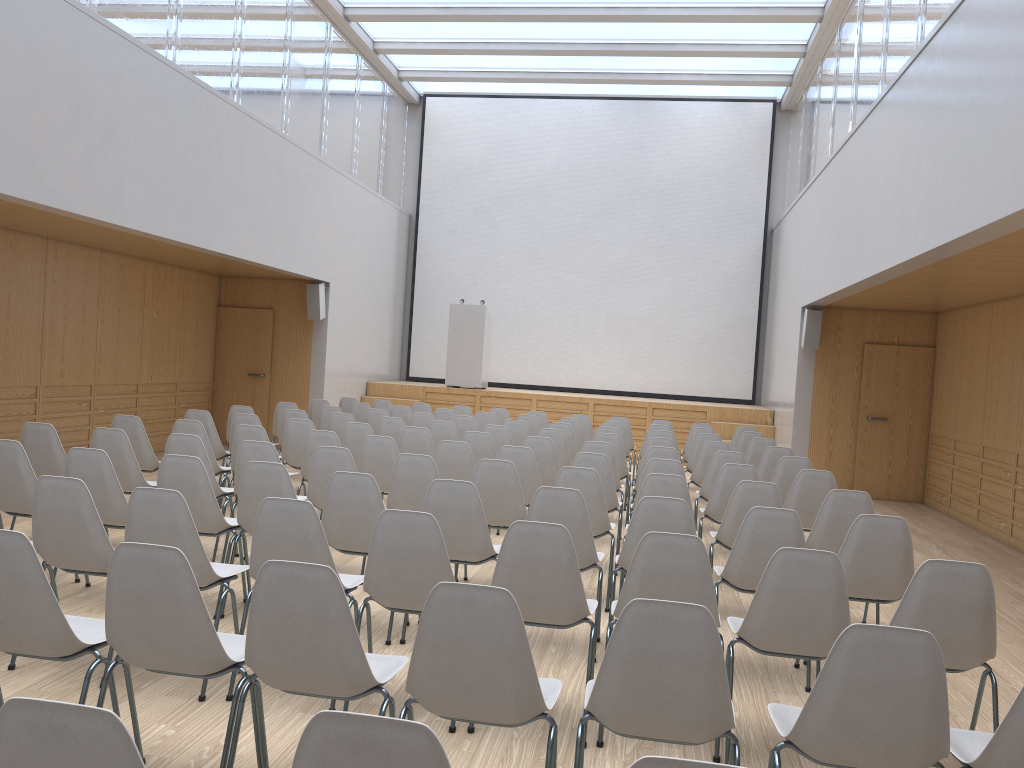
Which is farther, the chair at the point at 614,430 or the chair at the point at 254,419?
the chair at the point at 614,430

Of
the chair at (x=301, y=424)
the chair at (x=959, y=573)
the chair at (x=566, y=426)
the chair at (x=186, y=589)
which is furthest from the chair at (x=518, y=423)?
the chair at (x=186, y=589)

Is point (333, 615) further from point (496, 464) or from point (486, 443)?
point (486, 443)

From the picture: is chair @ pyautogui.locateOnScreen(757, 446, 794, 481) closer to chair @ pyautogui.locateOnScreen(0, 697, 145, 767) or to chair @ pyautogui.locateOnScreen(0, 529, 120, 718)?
chair @ pyautogui.locateOnScreen(0, 529, 120, 718)

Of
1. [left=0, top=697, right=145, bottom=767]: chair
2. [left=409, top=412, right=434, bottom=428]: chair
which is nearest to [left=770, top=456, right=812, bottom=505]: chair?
[left=409, top=412, right=434, bottom=428]: chair

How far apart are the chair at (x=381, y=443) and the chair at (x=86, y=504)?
2.77m

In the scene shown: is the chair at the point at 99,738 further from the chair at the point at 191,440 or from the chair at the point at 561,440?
the chair at the point at 561,440

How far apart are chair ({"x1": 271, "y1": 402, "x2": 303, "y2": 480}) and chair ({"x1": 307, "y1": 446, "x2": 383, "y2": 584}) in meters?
4.3

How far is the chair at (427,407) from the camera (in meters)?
11.71

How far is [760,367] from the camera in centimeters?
1560cm
